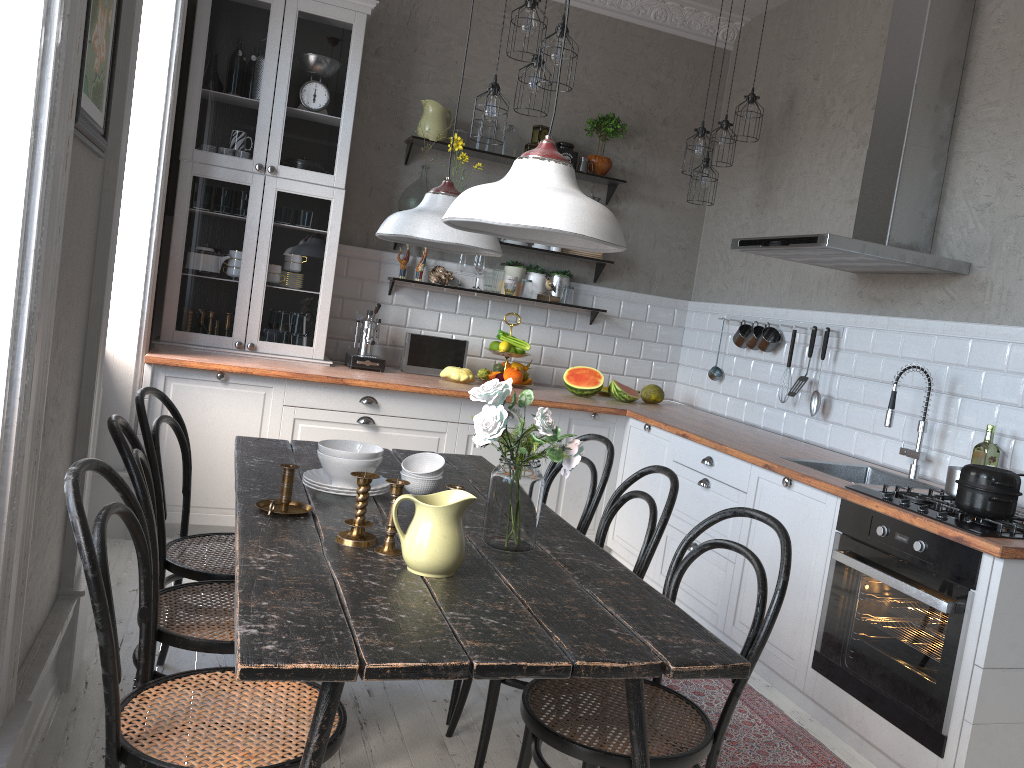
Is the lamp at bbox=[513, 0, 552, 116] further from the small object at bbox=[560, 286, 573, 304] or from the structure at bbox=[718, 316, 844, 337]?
the structure at bbox=[718, 316, 844, 337]

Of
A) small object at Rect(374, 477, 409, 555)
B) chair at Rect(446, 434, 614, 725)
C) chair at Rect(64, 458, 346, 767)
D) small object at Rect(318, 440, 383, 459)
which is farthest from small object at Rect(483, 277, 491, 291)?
chair at Rect(64, 458, 346, 767)

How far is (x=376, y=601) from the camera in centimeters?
166cm

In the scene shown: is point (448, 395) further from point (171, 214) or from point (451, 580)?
point (451, 580)

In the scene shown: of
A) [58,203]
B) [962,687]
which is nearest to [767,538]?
[962,687]

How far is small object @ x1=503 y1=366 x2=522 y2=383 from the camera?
4.99m

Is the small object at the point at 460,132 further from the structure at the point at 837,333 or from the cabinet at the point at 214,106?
the structure at the point at 837,333

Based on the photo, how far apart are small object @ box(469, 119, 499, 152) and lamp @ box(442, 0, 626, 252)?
3.2m

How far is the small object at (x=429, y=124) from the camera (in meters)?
4.92

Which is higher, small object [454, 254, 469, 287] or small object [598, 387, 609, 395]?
small object [454, 254, 469, 287]
